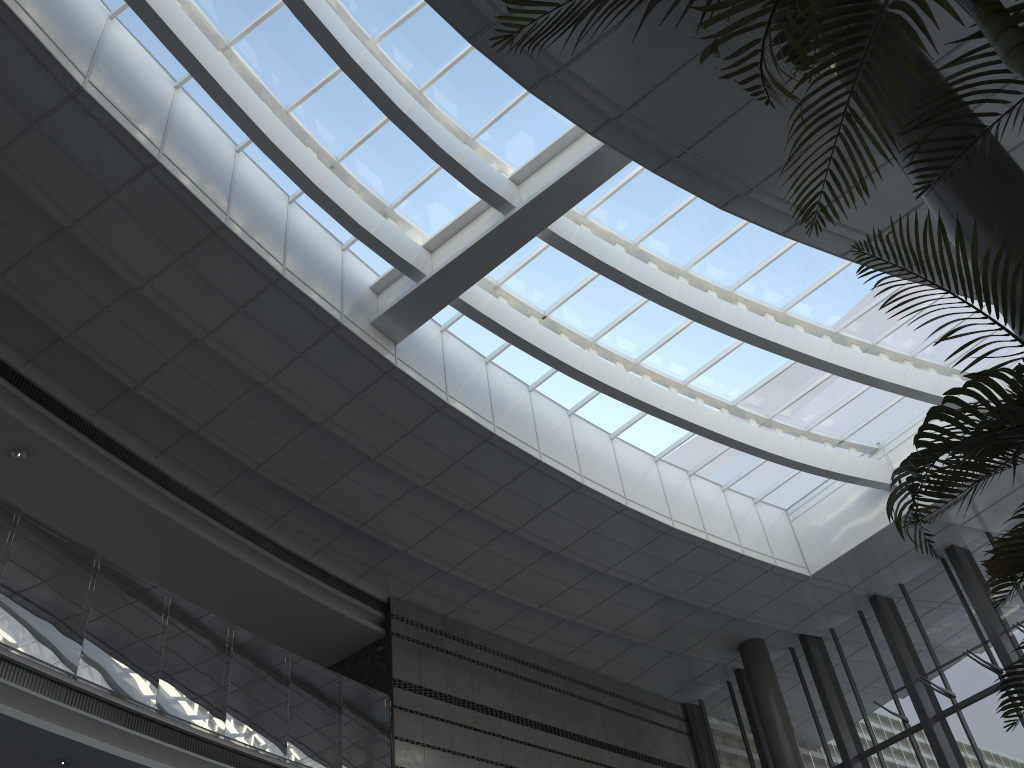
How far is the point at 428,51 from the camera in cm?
909

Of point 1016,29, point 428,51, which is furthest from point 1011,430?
point 428,51

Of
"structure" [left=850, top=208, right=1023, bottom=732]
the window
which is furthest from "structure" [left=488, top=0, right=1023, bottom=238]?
the window

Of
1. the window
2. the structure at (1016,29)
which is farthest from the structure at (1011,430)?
the window

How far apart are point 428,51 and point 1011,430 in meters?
7.8

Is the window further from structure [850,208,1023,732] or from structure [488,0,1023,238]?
structure [850,208,1023,732]

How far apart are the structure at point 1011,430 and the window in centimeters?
694cm

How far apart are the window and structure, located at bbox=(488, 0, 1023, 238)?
6.2 meters

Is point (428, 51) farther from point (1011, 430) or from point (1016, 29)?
point (1016, 29)

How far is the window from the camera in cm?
909
